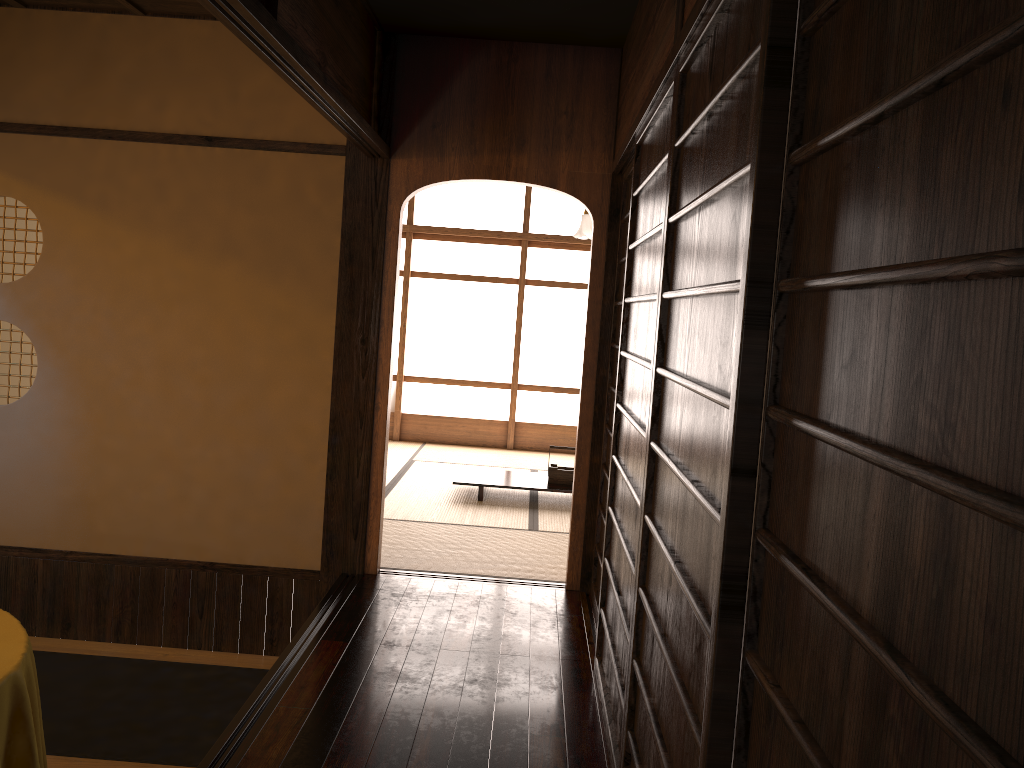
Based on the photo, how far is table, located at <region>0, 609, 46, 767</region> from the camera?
2.4m

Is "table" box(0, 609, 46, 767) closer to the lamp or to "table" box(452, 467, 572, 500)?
"table" box(452, 467, 572, 500)

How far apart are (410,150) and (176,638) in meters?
2.6 m

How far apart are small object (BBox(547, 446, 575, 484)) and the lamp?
3.4m

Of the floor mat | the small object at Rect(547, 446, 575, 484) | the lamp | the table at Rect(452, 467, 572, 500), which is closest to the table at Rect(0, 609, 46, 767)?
the floor mat

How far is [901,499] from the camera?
0.9 meters

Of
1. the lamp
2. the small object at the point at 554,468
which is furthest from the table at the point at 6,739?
the lamp

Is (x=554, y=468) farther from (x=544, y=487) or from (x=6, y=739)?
(x=6, y=739)

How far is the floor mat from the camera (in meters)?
3.41

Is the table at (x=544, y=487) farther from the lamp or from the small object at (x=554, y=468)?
the lamp
